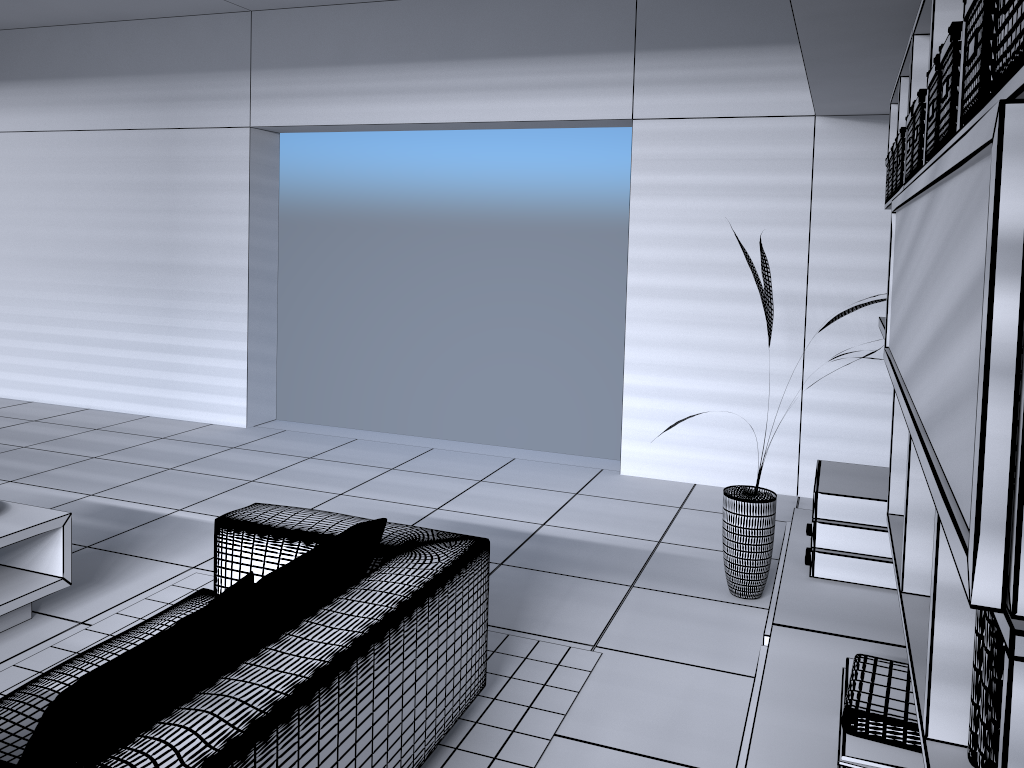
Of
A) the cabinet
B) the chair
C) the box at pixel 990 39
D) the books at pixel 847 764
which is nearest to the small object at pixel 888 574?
the cabinet

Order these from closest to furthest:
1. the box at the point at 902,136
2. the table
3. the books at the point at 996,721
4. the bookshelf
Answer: the bookshelf, the books at the point at 996,721, the box at the point at 902,136, the table

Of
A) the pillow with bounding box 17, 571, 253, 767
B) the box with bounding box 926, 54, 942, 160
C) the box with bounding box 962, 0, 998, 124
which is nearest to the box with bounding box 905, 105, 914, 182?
the box with bounding box 926, 54, 942, 160

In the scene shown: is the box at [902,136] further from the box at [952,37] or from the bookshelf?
the box at [952,37]

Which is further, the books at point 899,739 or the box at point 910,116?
the box at point 910,116

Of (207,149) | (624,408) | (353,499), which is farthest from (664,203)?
(207,149)

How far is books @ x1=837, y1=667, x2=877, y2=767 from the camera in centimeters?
166cm

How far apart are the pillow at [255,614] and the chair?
0.0m

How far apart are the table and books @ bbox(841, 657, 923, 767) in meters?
2.8 m

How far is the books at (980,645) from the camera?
1.2m
